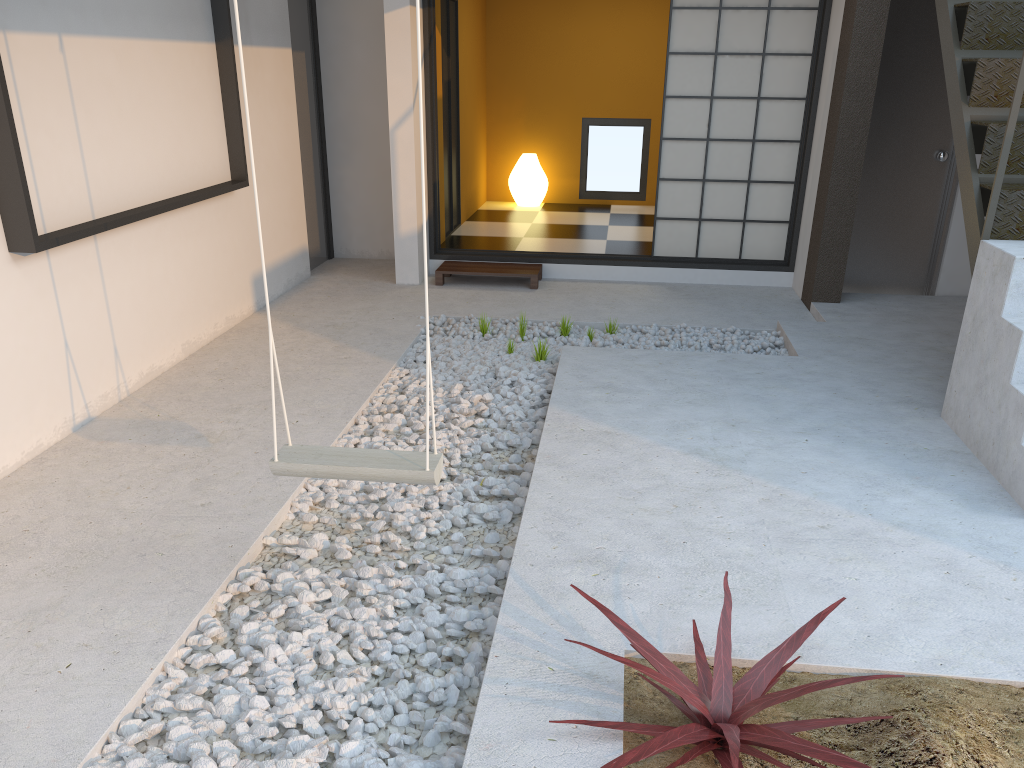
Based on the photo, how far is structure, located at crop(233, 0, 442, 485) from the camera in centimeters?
238cm

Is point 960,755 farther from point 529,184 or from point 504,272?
point 529,184

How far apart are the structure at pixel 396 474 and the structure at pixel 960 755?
0.59m

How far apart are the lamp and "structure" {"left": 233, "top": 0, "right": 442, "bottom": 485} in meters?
6.5 m

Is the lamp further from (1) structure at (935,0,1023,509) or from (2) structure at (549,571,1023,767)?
(2) structure at (549,571,1023,767)

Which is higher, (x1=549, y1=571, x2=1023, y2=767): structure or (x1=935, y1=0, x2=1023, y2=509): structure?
(x1=935, y1=0, x2=1023, y2=509): structure

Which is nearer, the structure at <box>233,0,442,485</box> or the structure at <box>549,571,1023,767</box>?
the structure at <box>549,571,1023,767</box>

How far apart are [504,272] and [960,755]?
4.67m

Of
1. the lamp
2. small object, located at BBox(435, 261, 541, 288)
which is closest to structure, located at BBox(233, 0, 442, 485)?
small object, located at BBox(435, 261, 541, 288)

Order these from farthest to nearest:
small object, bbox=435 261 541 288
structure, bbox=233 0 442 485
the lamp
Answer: the lamp, small object, bbox=435 261 541 288, structure, bbox=233 0 442 485
